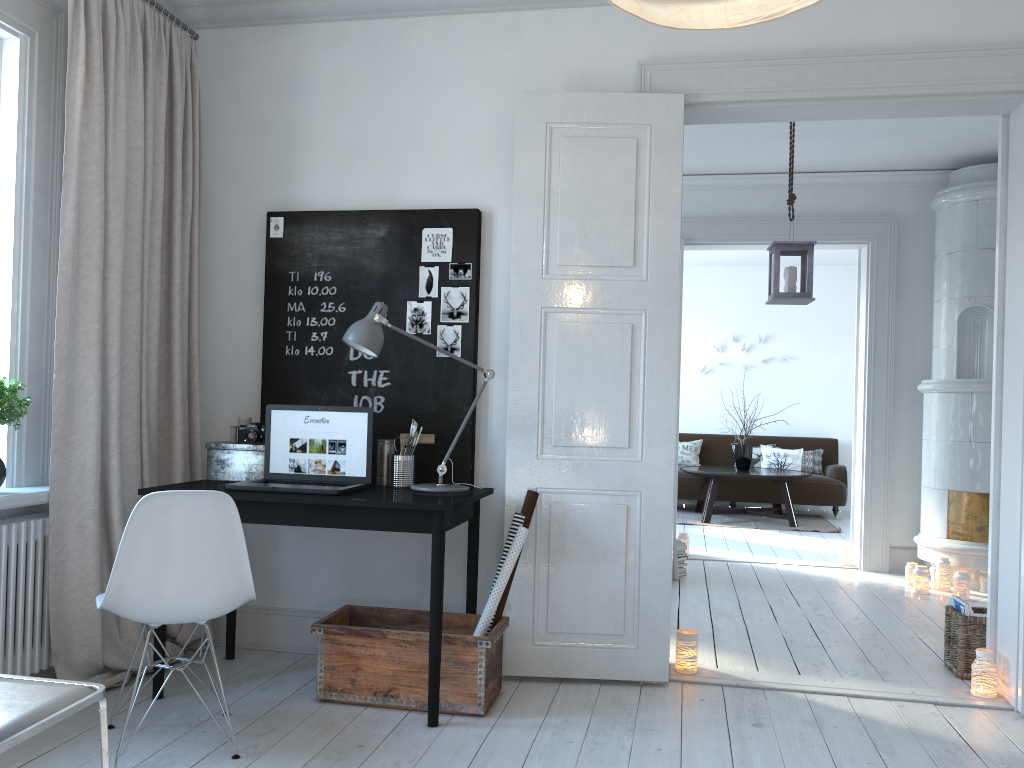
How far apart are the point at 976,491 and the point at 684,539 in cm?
199

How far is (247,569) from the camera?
Result: 2.71m

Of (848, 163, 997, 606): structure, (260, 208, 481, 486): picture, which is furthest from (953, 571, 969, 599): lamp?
(260, 208, 481, 486): picture

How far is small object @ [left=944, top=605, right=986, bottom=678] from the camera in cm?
370

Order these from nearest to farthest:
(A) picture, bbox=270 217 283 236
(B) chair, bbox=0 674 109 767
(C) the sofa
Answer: (B) chair, bbox=0 674 109 767 < (A) picture, bbox=270 217 283 236 < (C) the sofa

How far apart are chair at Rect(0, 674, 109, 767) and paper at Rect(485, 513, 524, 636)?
1.7m

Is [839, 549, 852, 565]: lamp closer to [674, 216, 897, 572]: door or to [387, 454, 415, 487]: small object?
[674, 216, 897, 572]: door

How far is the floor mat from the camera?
8.6 meters

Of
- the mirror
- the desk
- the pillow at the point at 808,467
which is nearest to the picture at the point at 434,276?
the desk

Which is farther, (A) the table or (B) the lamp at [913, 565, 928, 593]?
(A) the table
